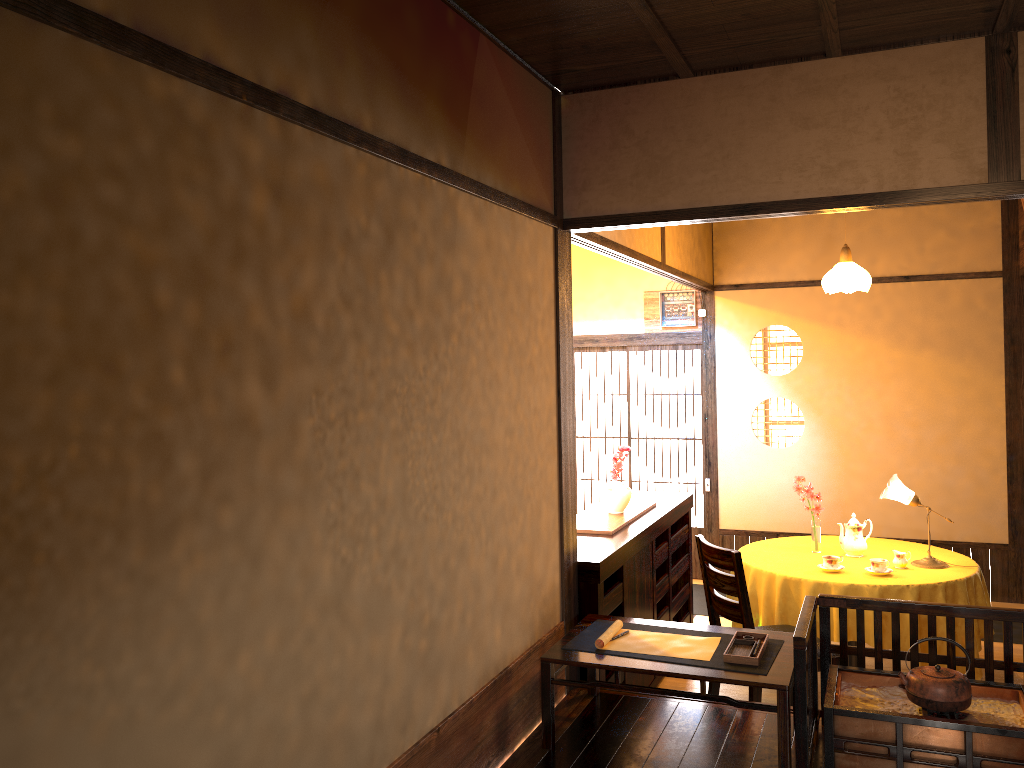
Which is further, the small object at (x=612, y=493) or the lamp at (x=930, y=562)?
the small object at (x=612, y=493)

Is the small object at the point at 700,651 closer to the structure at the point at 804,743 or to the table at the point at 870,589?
the structure at the point at 804,743

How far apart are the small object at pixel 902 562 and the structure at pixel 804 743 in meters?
1.7

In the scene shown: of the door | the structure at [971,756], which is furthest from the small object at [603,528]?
the door

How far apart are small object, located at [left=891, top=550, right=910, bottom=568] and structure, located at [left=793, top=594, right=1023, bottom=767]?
1.67m

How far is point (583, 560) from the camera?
4.01m

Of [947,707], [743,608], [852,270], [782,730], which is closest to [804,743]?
[782,730]

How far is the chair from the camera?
4.2m

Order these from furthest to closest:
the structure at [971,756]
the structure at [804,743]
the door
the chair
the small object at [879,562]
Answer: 1. the door
2. the small object at [879,562]
3. the chair
4. the structure at [804,743]
5. the structure at [971,756]

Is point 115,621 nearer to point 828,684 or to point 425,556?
point 425,556
